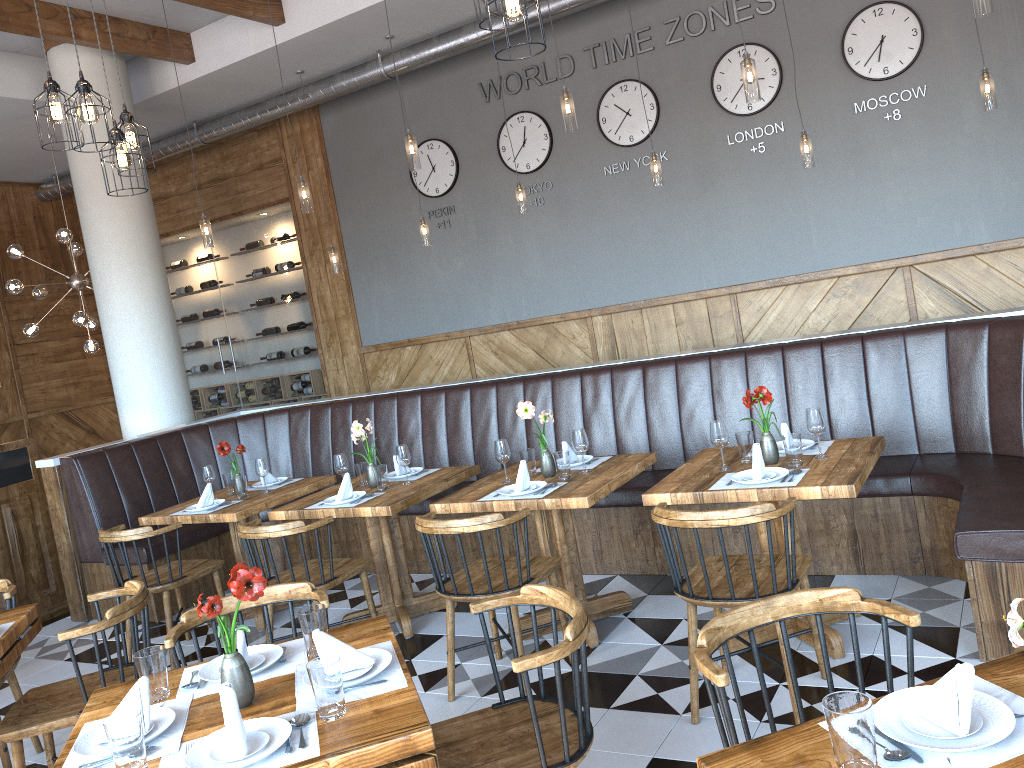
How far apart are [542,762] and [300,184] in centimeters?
493cm

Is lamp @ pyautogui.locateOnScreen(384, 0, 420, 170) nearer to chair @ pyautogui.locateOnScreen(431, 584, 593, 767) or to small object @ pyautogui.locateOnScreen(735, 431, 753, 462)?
small object @ pyautogui.locateOnScreen(735, 431, 753, 462)

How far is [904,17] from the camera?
6.3 meters

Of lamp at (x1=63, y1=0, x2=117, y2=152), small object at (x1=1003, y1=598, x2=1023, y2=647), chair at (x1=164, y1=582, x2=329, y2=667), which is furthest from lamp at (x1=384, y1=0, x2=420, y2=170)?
small object at (x1=1003, y1=598, x2=1023, y2=647)

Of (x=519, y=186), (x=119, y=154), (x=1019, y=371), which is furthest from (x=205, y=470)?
(x=1019, y=371)

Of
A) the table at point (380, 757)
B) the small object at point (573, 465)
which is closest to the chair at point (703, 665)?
the table at point (380, 757)

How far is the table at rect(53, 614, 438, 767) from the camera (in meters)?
1.93

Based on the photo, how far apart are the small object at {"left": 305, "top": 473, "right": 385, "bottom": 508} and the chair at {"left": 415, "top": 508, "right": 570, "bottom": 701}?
0.82m

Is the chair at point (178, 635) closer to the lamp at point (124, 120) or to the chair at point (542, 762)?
the chair at point (542, 762)

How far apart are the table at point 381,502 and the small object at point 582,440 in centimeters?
87cm
